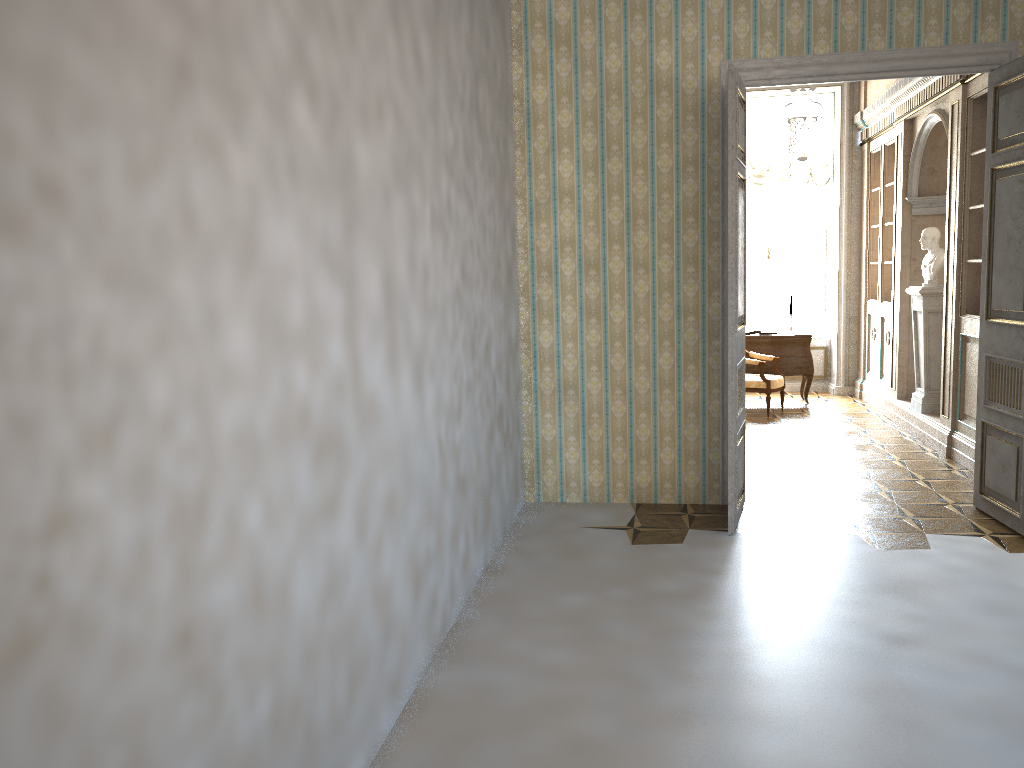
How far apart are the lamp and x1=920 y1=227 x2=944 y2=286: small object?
1.2m

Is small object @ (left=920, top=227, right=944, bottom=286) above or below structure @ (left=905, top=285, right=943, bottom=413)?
above

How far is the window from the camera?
11.0m

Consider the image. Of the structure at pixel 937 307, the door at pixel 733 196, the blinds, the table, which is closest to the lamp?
the blinds

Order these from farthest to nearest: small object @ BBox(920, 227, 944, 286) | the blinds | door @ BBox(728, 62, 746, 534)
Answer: the blinds, small object @ BBox(920, 227, 944, 286), door @ BBox(728, 62, 746, 534)

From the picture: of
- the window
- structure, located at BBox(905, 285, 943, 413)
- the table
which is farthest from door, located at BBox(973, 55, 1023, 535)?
the window

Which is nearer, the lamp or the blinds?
the lamp

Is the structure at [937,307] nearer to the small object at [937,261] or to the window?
the small object at [937,261]

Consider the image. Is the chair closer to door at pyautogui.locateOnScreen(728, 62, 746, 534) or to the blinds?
the blinds

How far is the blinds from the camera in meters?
10.5 m
